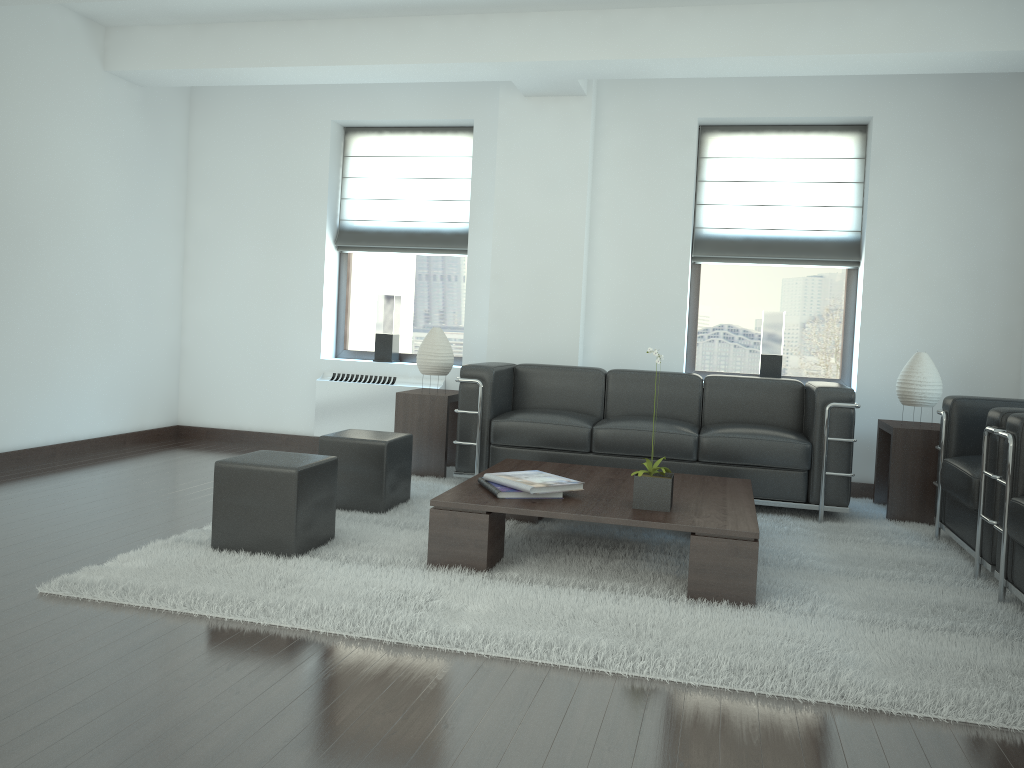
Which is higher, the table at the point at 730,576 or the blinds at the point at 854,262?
the blinds at the point at 854,262

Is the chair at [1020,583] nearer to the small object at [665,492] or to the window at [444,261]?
the small object at [665,492]

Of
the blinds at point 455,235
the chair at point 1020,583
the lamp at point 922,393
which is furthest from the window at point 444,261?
the chair at point 1020,583

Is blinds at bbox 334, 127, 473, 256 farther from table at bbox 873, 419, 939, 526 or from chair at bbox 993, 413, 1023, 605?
chair at bbox 993, 413, 1023, 605

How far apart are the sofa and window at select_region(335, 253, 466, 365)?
1.67m

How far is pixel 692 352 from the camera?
9.6 meters

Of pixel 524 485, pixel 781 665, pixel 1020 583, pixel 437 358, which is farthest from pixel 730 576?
pixel 437 358

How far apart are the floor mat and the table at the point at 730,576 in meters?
0.0

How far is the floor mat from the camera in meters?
4.1 m

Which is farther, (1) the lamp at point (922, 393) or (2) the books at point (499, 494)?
(1) the lamp at point (922, 393)
